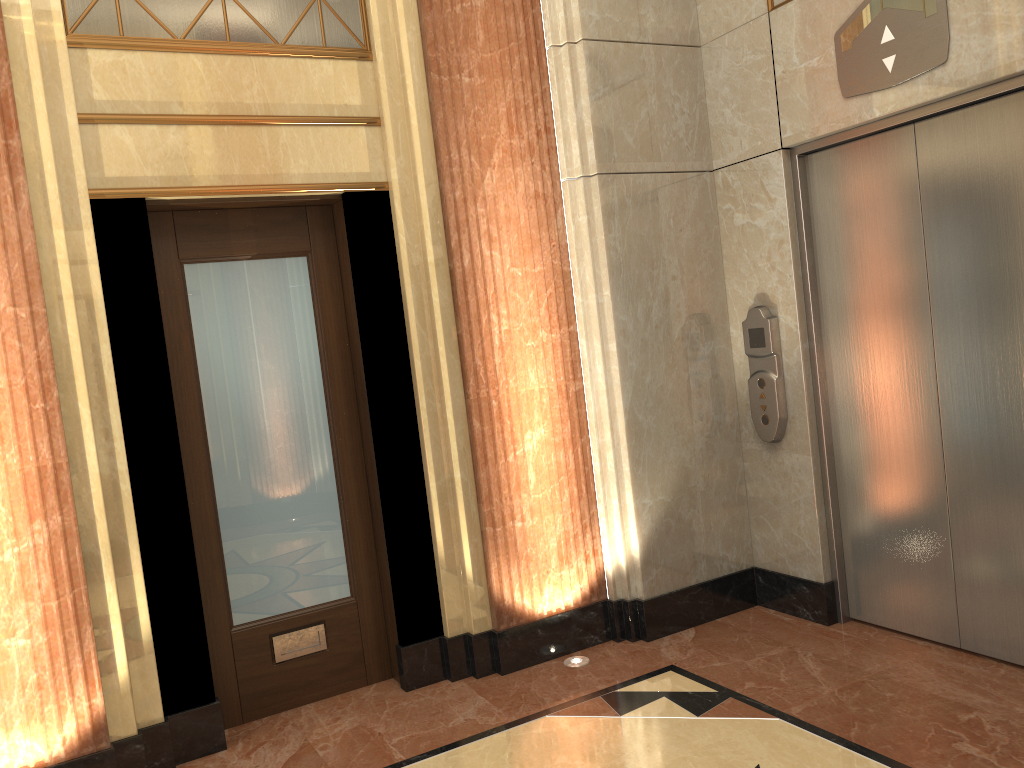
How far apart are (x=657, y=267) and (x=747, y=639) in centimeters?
177cm

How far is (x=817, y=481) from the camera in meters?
4.1
